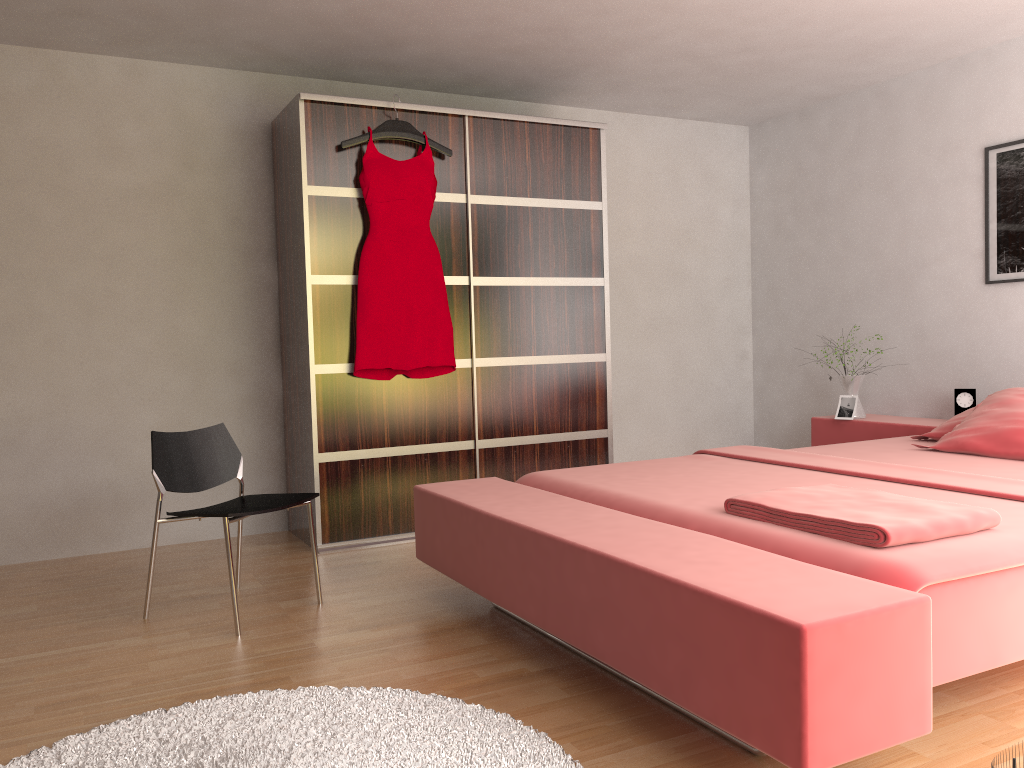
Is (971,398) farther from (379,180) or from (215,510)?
(215,510)

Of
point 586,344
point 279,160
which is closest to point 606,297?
point 586,344

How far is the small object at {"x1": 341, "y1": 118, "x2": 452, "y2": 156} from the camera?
3.9 meters

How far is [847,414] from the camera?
4.6m

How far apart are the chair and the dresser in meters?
0.6 m

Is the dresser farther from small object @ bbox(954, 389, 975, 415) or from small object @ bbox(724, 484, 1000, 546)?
small object @ bbox(724, 484, 1000, 546)

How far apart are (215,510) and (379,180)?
1.67m

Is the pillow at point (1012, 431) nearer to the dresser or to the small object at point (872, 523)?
the small object at point (872, 523)

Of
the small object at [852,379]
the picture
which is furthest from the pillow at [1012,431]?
the small object at [852,379]

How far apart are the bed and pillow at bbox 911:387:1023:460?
0.02m
